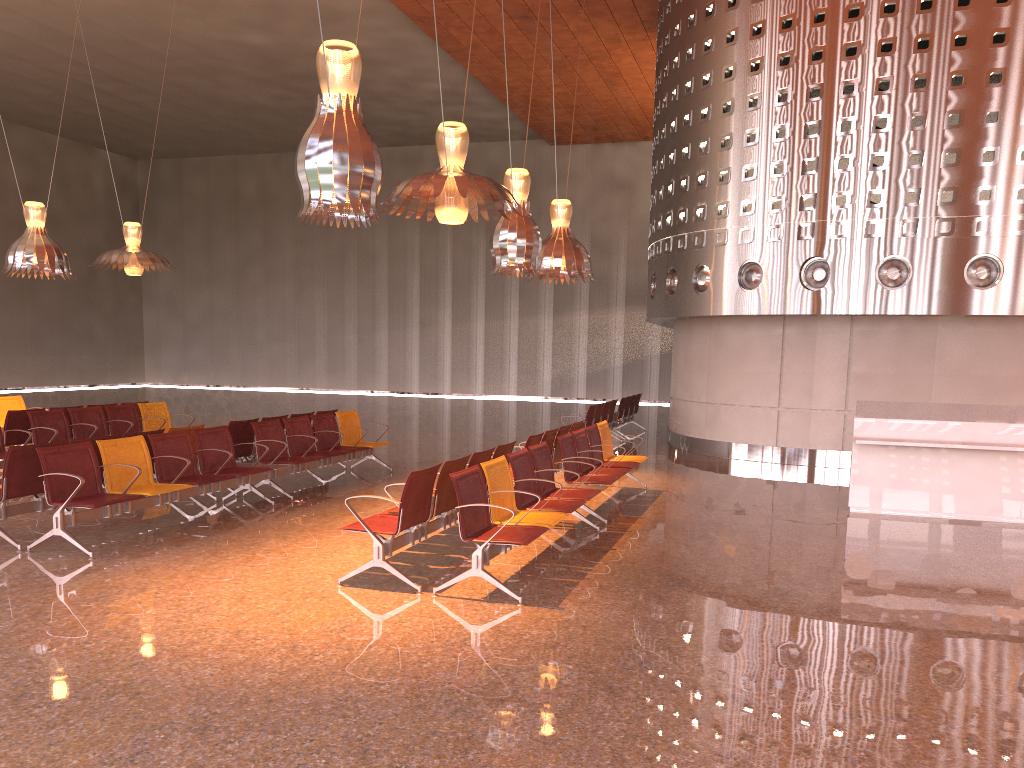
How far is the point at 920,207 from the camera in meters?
12.8 m

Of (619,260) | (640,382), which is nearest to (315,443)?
(640,382)
